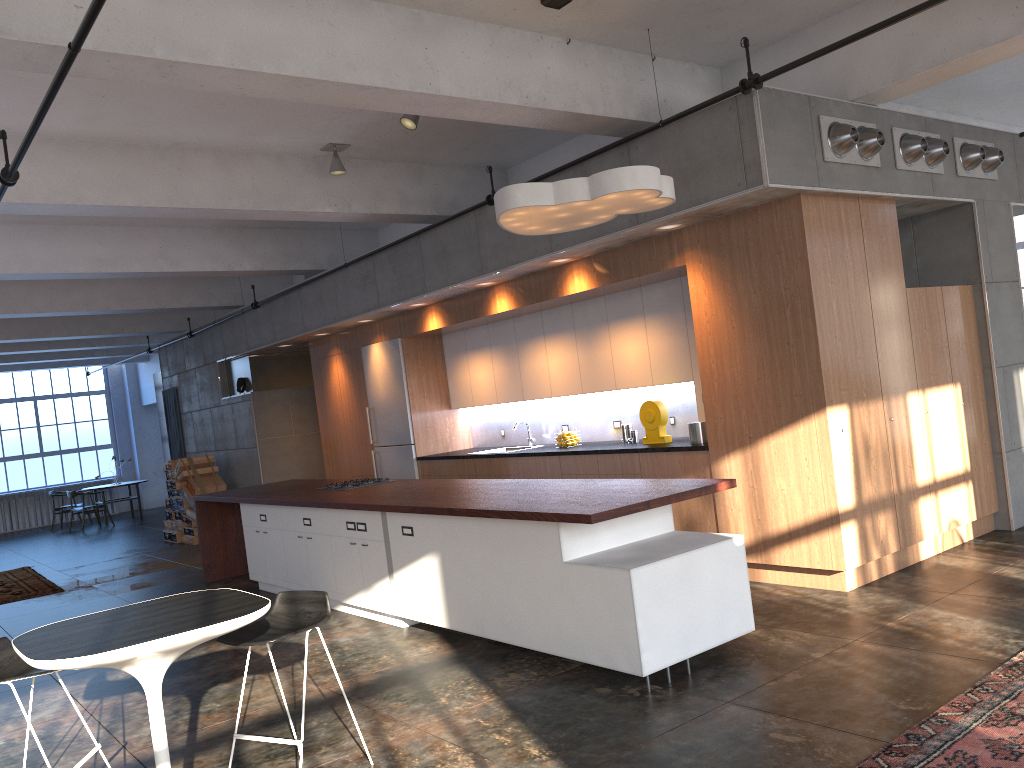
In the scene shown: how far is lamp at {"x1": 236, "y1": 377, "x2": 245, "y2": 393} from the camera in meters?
13.4

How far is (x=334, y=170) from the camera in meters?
7.8 m

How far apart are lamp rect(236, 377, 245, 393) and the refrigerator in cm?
330

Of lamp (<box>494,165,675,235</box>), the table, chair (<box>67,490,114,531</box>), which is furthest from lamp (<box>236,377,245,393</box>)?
the table

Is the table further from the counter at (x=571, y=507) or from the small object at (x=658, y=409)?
the small object at (x=658, y=409)

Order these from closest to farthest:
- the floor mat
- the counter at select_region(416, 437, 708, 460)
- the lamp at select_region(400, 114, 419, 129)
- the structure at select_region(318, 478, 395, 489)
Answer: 1. the floor mat
2. the lamp at select_region(400, 114, 419, 129)
3. the counter at select_region(416, 437, 708, 460)
4. the structure at select_region(318, 478, 395, 489)

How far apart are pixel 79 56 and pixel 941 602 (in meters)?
5.66

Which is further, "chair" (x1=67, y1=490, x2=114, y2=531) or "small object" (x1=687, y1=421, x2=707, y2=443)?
"chair" (x1=67, y1=490, x2=114, y2=531)

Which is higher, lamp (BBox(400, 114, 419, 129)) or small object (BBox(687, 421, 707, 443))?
lamp (BBox(400, 114, 419, 129))

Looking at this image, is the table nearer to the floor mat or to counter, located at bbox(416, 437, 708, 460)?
the floor mat
